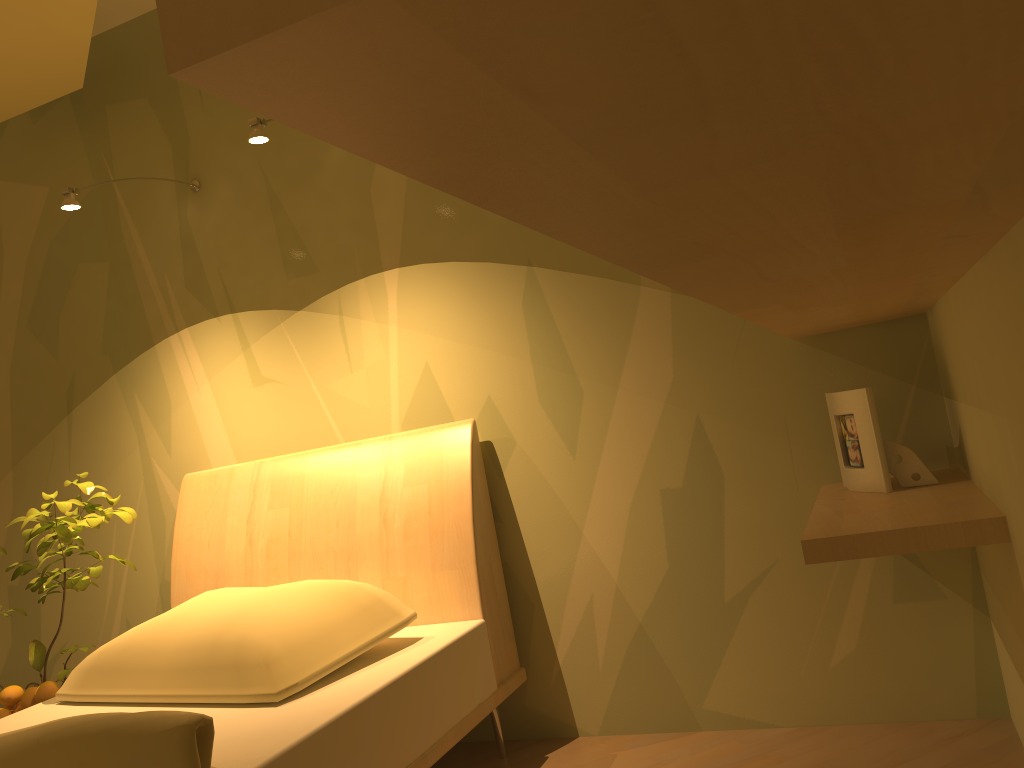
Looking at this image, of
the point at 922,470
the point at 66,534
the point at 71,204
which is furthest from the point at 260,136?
the point at 922,470

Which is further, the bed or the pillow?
the pillow

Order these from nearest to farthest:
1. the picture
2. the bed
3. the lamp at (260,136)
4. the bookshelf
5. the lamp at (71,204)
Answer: the bookshelf < the bed < the picture < the lamp at (260,136) < the lamp at (71,204)

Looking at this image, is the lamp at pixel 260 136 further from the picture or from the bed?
the picture

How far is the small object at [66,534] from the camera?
2.3 meters

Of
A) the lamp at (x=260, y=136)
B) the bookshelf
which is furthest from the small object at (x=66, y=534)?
the bookshelf

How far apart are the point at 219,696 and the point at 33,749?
0.47m

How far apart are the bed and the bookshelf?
0.9 meters

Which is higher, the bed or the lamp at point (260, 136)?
the lamp at point (260, 136)

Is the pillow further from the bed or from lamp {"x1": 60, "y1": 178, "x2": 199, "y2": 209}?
lamp {"x1": 60, "y1": 178, "x2": 199, "y2": 209}
